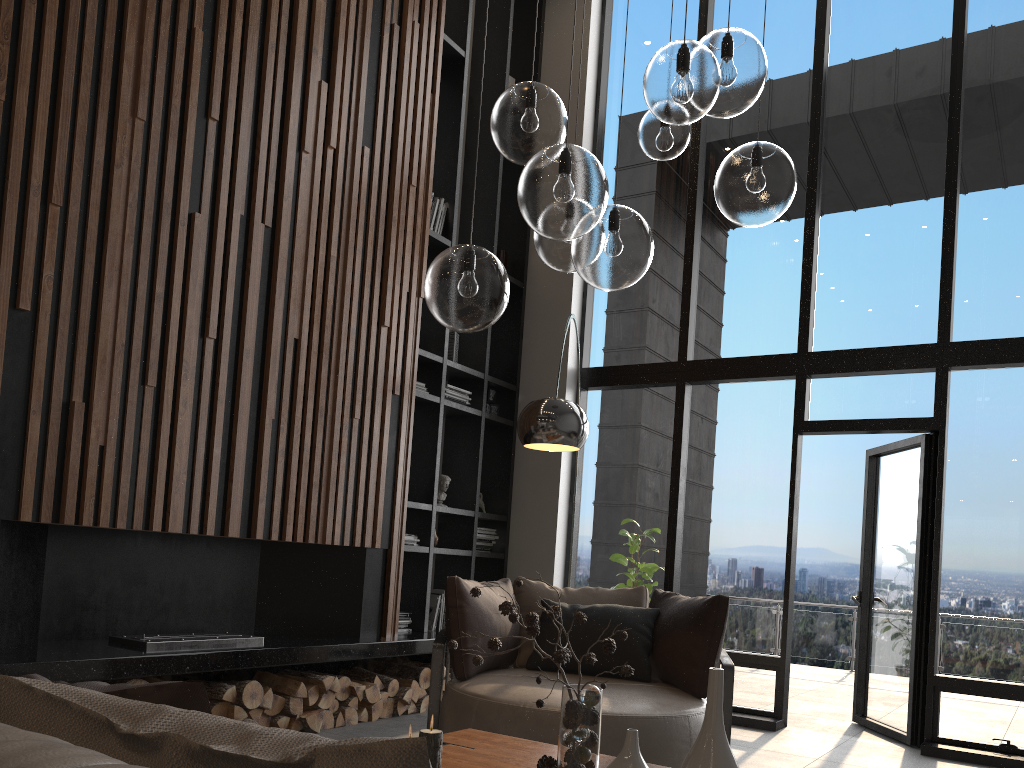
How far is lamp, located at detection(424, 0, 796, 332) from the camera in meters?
2.2

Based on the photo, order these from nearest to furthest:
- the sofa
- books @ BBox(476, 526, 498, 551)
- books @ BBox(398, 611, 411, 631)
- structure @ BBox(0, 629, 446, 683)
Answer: the sofa → structure @ BBox(0, 629, 446, 683) → books @ BBox(398, 611, 411, 631) → books @ BBox(476, 526, 498, 551)

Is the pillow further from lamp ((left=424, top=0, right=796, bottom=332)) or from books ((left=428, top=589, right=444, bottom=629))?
books ((left=428, top=589, right=444, bottom=629))

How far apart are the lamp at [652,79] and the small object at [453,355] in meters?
3.5

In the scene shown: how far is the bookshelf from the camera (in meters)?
6.06

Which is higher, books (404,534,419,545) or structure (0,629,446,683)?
books (404,534,419,545)

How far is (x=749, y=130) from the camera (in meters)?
6.64

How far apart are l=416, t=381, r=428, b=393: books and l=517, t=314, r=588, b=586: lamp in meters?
2.1 m

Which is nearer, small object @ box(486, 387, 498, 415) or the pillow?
the pillow

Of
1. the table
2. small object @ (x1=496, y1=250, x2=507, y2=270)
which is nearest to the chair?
the table
